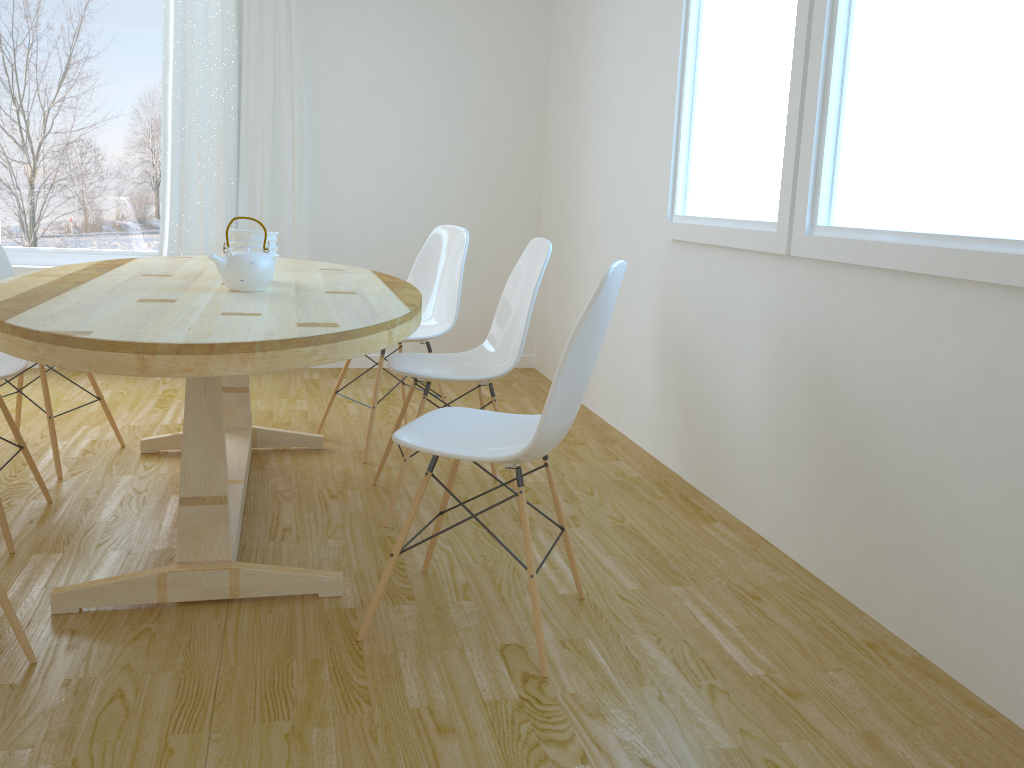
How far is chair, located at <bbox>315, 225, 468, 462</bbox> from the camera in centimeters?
357cm

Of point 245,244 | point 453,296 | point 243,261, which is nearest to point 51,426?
point 245,244

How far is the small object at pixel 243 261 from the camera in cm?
245

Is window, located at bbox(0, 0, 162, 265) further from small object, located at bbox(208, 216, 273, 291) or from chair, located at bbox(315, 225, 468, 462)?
small object, located at bbox(208, 216, 273, 291)

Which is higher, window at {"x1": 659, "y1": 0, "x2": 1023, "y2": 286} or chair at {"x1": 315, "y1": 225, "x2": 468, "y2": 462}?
window at {"x1": 659, "y1": 0, "x2": 1023, "y2": 286}

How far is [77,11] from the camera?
4.5m

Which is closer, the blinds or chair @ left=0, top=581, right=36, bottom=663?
chair @ left=0, top=581, right=36, bottom=663

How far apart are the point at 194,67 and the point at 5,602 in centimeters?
346cm

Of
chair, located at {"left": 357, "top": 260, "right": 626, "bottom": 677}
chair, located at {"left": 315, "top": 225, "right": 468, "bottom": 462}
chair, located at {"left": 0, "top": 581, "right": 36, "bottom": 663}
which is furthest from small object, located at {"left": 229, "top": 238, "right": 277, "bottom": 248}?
chair, located at {"left": 0, "top": 581, "right": 36, "bottom": 663}

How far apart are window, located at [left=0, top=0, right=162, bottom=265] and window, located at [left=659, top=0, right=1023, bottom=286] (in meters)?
2.87
